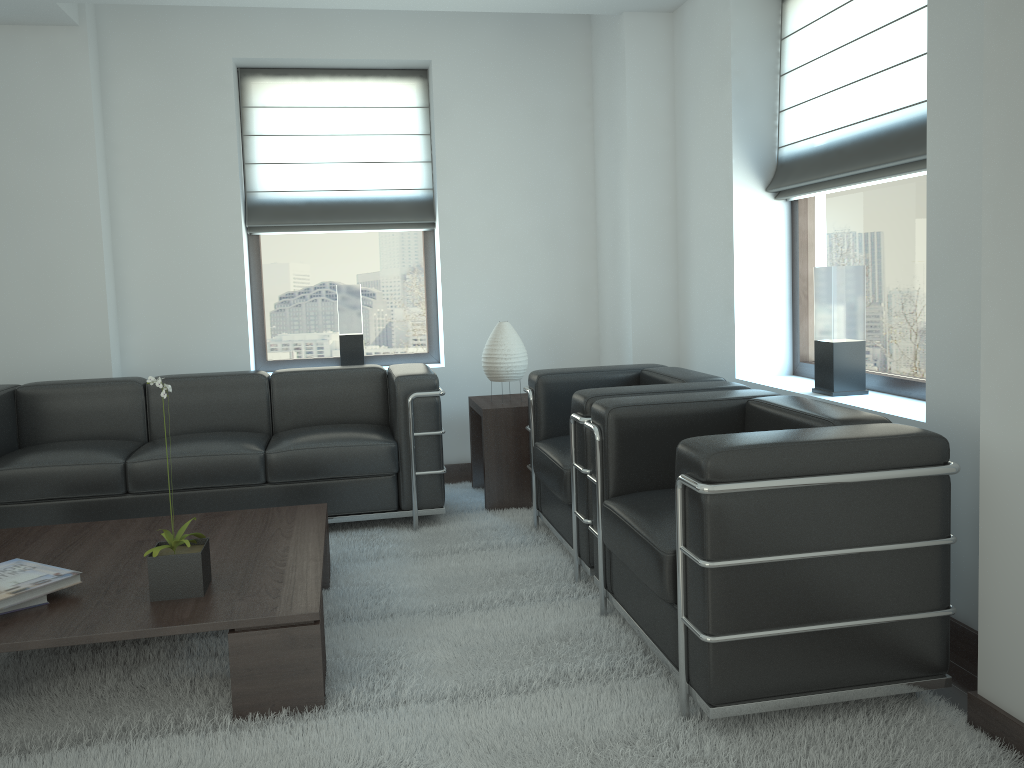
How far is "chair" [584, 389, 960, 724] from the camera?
3.3 meters

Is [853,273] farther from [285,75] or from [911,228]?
[285,75]

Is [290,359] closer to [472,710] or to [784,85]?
[784,85]

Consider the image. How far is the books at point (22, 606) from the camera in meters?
3.9

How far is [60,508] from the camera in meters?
6.0 m

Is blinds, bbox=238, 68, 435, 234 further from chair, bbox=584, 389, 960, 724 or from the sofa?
chair, bbox=584, 389, 960, 724

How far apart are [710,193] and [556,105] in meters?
2.1

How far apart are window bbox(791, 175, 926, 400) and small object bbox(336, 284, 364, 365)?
3.78m

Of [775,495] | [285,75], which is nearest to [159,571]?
[775,495]

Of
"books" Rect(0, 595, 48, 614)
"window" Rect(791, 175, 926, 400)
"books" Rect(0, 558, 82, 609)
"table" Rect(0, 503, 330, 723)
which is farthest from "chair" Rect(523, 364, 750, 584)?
"books" Rect(0, 595, 48, 614)
